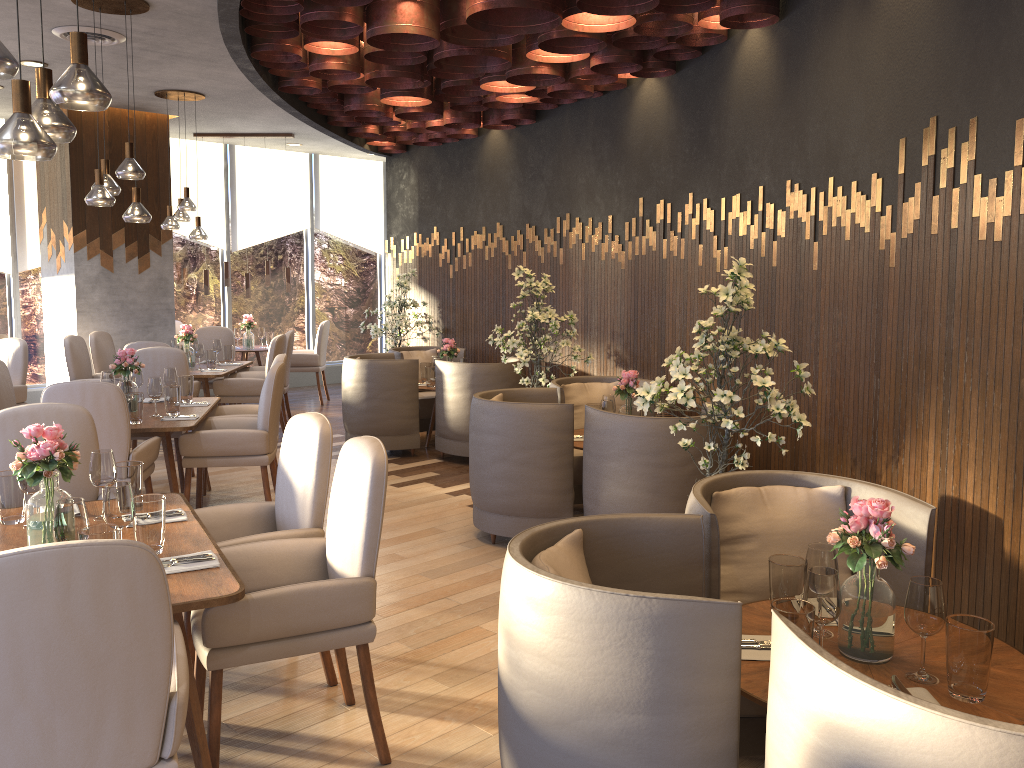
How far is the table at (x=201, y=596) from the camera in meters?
2.4

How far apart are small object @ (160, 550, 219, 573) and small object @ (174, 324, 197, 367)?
6.0m

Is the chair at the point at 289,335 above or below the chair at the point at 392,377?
above

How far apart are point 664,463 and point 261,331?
7.4m

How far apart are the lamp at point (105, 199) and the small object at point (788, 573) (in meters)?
4.48

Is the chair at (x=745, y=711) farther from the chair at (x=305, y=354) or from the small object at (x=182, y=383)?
the chair at (x=305, y=354)

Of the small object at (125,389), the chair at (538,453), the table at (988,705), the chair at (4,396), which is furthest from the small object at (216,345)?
the table at (988,705)

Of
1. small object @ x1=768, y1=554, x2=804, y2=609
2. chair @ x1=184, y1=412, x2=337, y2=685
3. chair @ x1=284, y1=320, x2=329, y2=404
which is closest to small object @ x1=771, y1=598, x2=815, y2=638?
small object @ x1=768, y1=554, x2=804, y2=609

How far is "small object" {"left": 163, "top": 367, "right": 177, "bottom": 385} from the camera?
6.0m

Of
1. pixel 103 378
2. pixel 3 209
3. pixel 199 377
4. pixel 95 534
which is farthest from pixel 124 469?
pixel 3 209
